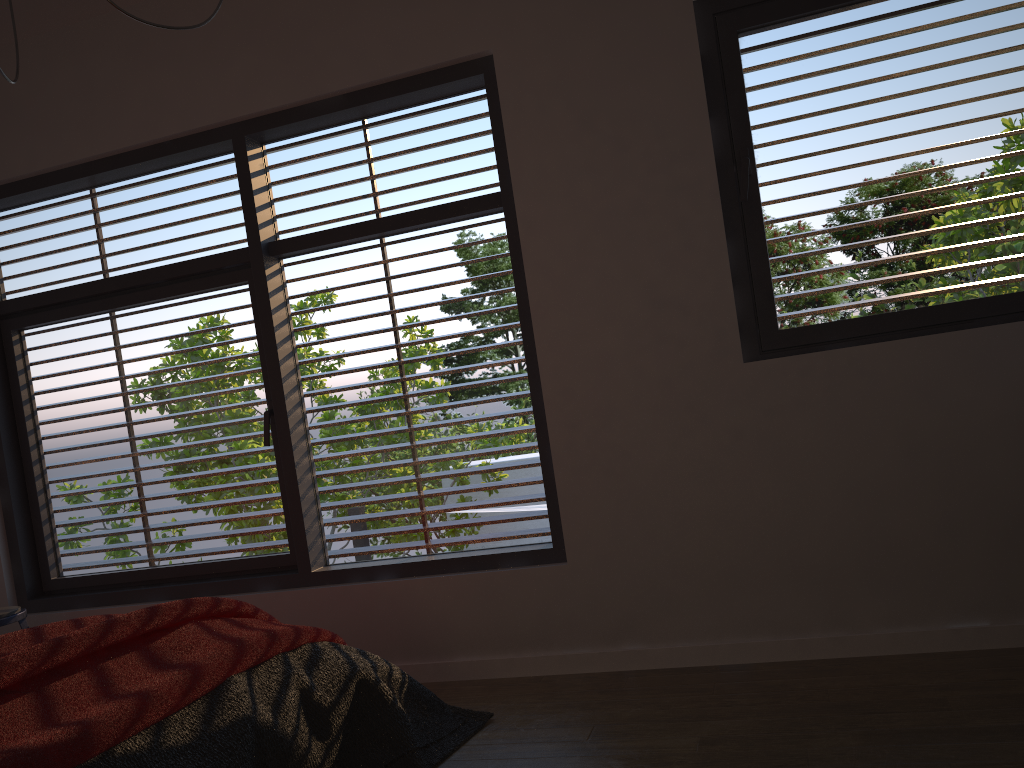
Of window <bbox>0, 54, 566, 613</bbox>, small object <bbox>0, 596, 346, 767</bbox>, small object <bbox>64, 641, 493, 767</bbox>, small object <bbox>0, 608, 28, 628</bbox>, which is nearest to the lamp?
small object <bbox>0, 608, 28, 628</bbox>

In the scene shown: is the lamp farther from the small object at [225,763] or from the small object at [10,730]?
the small object at [225,763]

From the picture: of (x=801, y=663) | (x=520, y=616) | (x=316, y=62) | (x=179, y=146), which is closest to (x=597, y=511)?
(x=520, y=616)

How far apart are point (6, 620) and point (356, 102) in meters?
2.5 m

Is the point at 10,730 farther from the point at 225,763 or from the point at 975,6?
the point at 975,6

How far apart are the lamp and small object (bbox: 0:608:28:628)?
0.0 meters

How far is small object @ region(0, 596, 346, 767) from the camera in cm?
178

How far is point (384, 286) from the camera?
3.7 meters

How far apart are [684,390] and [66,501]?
2.9m

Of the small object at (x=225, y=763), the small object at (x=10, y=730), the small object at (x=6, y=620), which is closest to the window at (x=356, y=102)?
the small object at (x=6, y=620)
